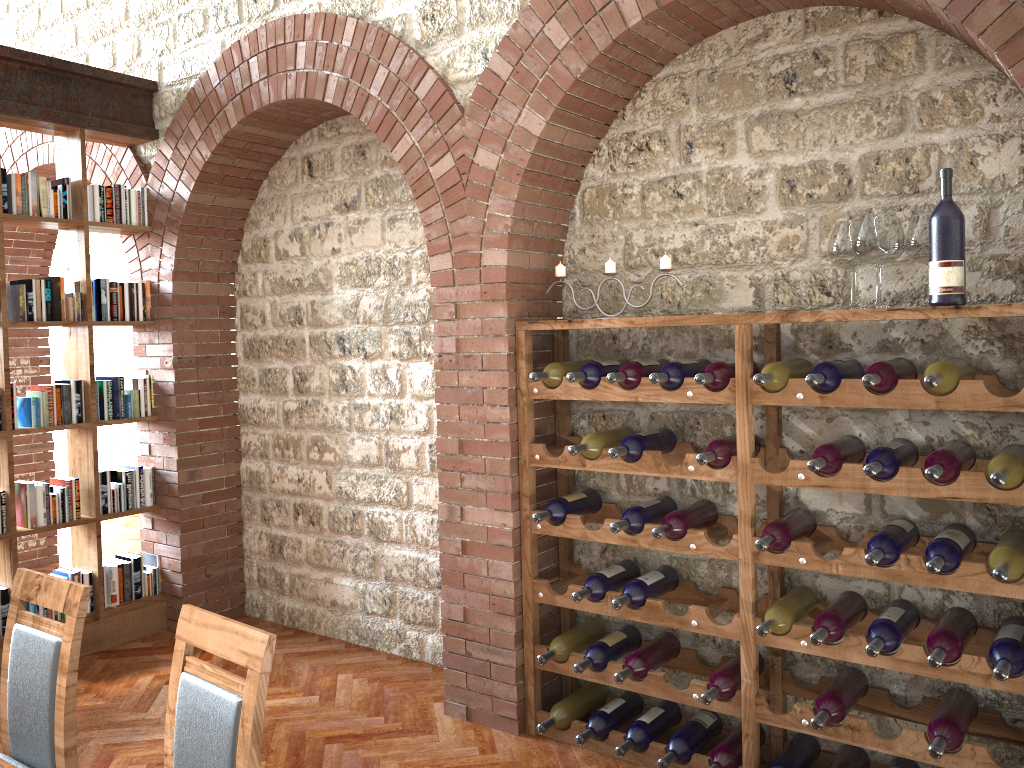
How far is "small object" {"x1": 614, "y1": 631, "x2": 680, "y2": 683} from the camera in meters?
3.4

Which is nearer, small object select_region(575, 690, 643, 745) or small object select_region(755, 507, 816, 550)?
small object select_region(755, 507, 816, 550)

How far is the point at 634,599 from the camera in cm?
335

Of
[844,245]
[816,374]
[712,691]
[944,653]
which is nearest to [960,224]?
[844,245]

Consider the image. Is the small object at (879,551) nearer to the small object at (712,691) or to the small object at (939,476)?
the small object at (939,476)

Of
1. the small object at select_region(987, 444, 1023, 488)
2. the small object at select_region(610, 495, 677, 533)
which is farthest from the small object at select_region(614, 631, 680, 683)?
the small object at select_region(987, 444, 1023, 488)

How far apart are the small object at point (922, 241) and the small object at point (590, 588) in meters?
1.6

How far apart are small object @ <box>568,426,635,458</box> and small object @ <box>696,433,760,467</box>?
0.46m

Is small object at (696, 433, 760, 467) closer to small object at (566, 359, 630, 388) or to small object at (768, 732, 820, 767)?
small object at (566, 359, 630, 388)

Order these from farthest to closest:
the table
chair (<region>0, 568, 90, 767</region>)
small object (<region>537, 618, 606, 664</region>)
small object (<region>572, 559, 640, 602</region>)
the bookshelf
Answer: the bookshelf, small object (<region>537, 618, 606, 664</region>), small object (<region>572, 559, 640, 602</region>), chair (<region>0, 568, 90, 767</region>), the table
